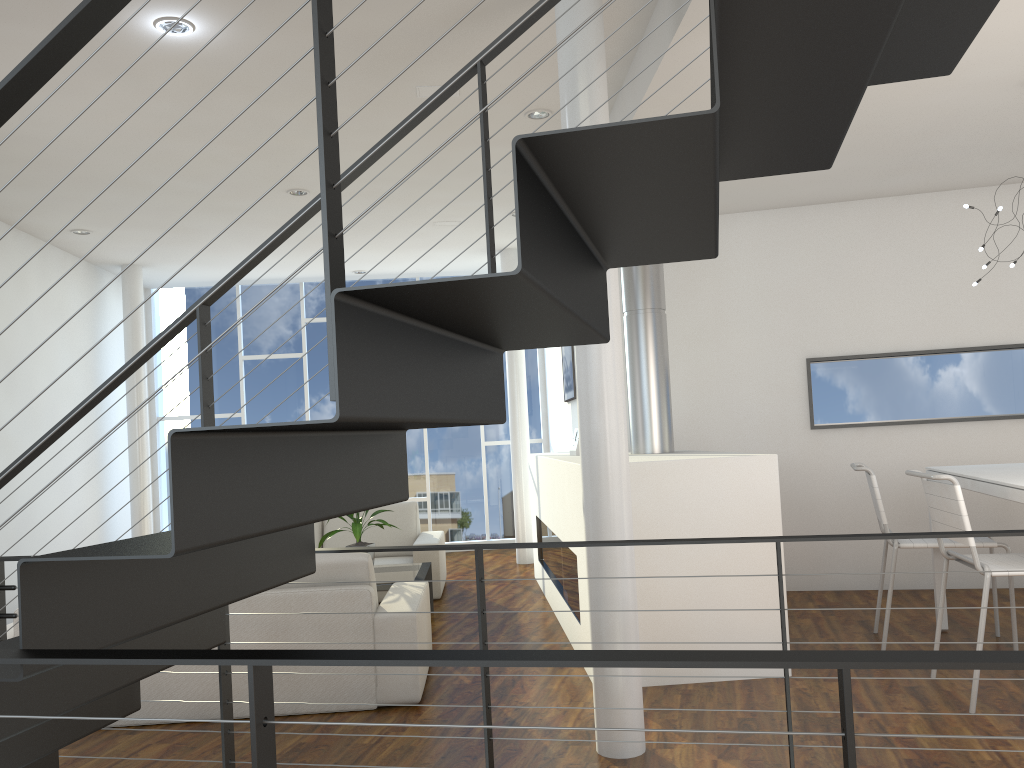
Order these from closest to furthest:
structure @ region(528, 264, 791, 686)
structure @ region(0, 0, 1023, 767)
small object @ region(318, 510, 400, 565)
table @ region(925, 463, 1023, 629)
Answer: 1. structure @ region(0, 0, 1023, 767)
2. table @ region(925, 463, 1023, 629)
3. structure @ region(528, 264, 791, 686)
4. small object @ region(318, 510, 400, 565)

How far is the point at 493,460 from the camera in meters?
7.8 m

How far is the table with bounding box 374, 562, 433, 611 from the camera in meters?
4.5 m

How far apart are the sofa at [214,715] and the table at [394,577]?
0.6 meters

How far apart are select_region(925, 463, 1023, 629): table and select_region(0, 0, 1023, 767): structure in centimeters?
106cm

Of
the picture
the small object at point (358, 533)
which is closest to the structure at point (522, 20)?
the small object at point (358, 533)

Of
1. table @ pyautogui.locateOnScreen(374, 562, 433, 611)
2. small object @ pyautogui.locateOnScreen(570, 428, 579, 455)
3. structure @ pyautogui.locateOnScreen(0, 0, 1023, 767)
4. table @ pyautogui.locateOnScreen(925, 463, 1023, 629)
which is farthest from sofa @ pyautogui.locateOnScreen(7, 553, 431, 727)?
table @ pyautogui.locateOnScreen(925, 463, 1023, 629)

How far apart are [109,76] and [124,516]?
4.40m

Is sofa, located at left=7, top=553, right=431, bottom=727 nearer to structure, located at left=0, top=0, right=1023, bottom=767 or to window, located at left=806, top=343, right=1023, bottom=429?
structure, located at left=0, top=0, right=1023, bottom=767

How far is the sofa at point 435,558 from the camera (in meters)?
5.34
